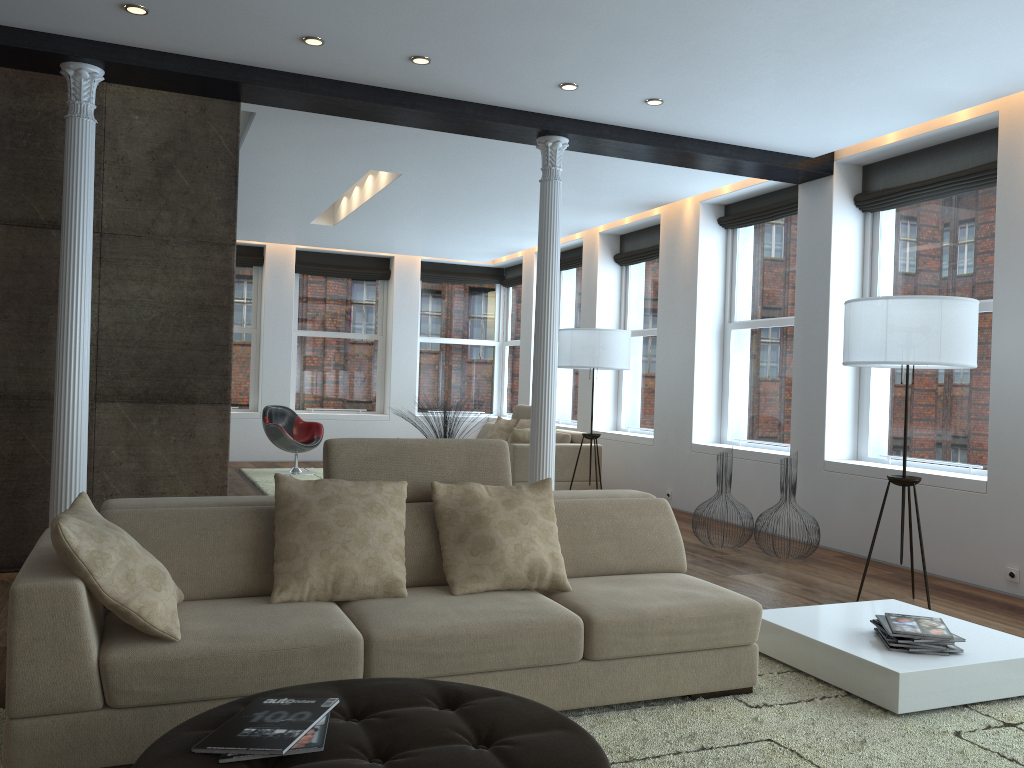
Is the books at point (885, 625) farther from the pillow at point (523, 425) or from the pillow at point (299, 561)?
the pillow at point (523, 425)

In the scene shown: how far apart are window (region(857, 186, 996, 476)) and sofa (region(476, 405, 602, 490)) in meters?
2.9

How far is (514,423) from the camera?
10.35m

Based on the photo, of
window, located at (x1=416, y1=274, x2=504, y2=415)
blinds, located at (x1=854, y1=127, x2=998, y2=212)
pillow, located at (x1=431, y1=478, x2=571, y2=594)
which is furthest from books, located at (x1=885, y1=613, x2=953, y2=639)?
window, located at (x1=416, y1=274, x2=504, y2=415)

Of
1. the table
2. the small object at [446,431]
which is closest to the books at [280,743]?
the table

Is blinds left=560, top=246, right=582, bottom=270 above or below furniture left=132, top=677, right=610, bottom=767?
above

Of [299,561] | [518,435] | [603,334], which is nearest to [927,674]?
[299,561]

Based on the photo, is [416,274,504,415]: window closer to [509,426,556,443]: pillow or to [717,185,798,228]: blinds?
[509,426,556,443]: pillow

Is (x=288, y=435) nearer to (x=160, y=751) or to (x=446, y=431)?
(x=446, y=431)

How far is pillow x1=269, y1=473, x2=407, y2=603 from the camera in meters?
3.1
